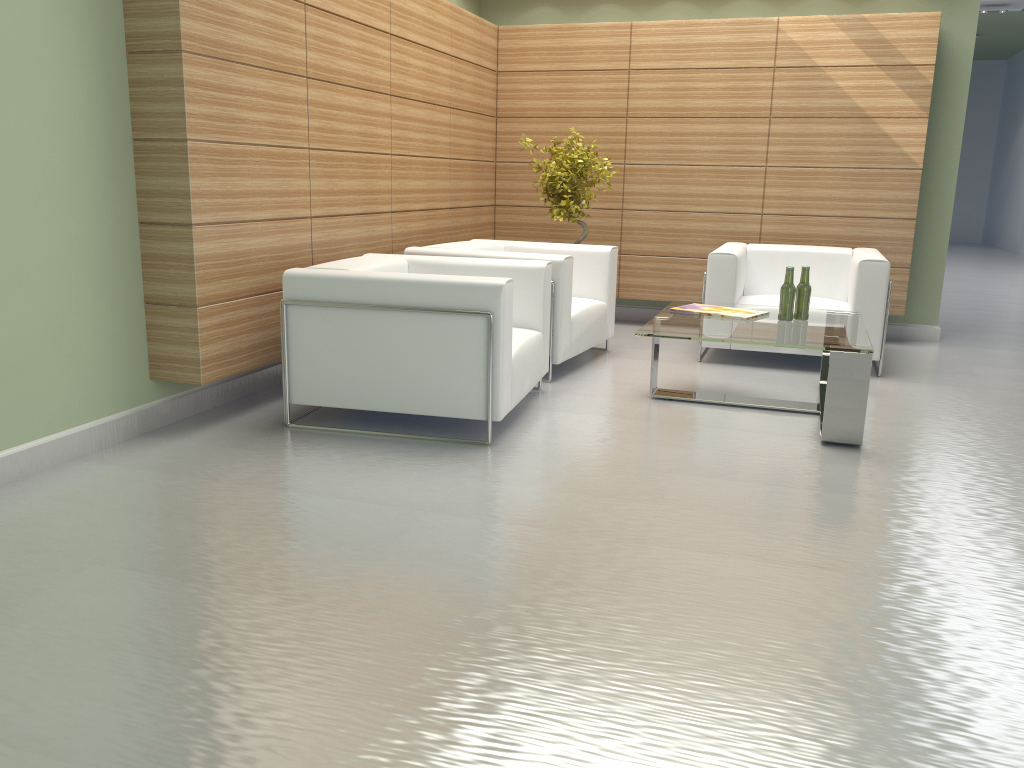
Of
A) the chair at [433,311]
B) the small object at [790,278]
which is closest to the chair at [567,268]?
the chair at [433,311]

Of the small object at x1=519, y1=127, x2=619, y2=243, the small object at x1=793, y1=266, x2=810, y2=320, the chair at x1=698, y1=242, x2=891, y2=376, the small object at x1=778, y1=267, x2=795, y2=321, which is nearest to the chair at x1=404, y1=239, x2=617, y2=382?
the small object at x1=519, y1=127, x2=619, y2=243

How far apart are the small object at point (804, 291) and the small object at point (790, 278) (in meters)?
0.13

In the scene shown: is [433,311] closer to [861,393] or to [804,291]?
[861,393]

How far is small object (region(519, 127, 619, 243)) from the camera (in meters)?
10.49

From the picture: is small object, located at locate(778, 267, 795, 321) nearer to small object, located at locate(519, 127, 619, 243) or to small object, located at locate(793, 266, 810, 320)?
small object, located at locate(793, 266, 810, 320)

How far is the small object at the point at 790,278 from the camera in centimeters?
772cm

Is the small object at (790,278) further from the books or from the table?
the books

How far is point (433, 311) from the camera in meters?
6.5 m

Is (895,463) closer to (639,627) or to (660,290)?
(639,627)
